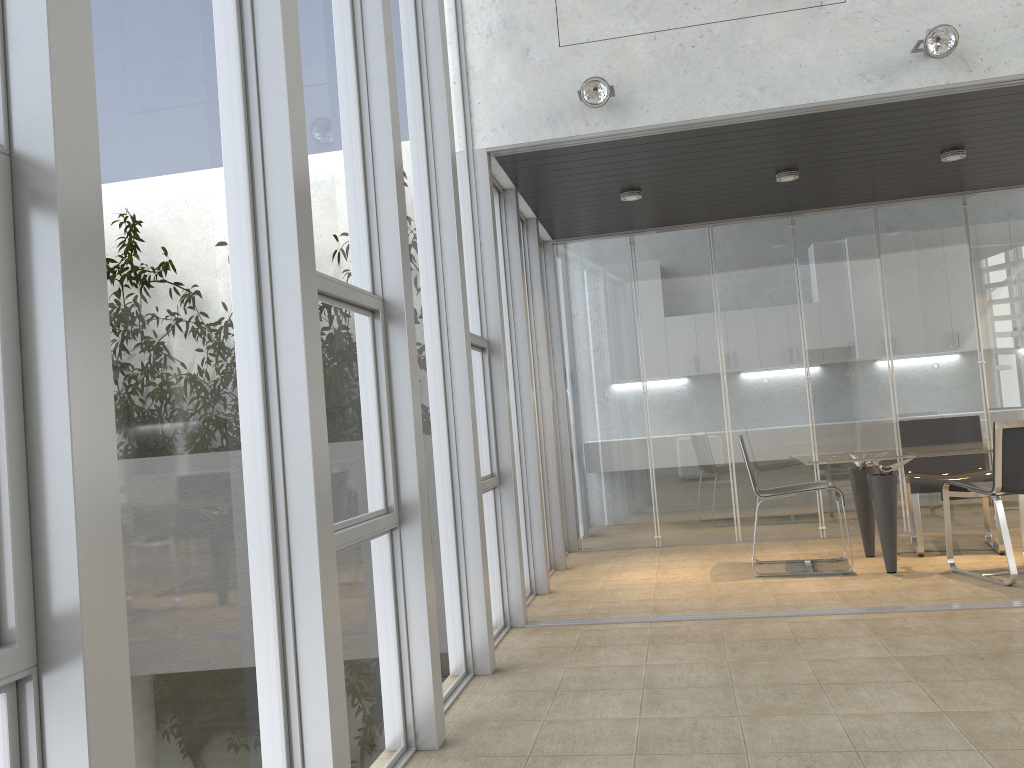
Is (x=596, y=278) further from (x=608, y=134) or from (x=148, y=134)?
(x=148, y=134)

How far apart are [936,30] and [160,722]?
4.57m

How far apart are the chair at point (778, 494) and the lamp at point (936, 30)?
2.53m

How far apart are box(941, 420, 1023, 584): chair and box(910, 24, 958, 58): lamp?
2.02m

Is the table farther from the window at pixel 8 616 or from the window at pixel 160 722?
the window at pixel 8 616

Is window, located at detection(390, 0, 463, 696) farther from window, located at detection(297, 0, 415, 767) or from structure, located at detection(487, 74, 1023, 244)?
structure, located at detection(487, 74, 1023, 244)

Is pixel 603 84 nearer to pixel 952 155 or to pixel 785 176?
pixel 785 176

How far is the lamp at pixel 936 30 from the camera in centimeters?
441cm

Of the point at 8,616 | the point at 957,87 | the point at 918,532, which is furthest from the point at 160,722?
the point at 918,532

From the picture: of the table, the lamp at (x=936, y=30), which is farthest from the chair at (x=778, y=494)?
the lamp at (x=936, y=30)
